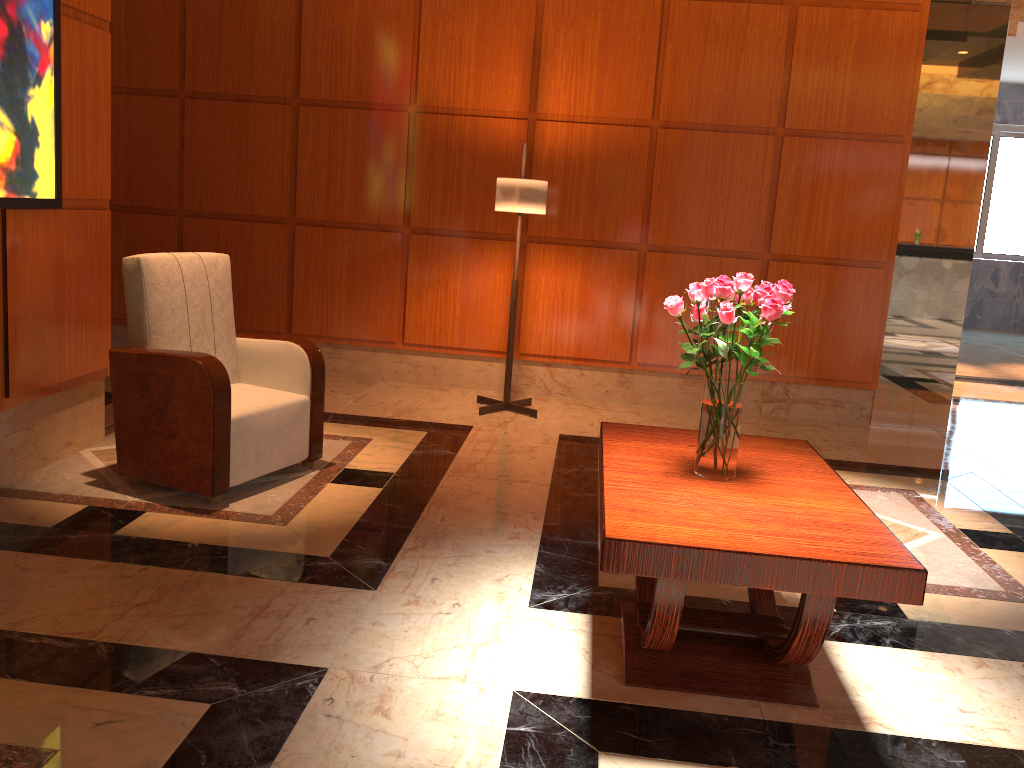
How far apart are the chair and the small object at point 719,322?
1.9 meters

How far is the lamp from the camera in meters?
5.0 m

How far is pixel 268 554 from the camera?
3.15m

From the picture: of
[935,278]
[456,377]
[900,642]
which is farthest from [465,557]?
[935,278]

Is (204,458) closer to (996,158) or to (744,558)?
(744,558)

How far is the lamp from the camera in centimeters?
502cm

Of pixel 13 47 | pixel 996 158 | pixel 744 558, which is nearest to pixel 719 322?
pixel 744 558

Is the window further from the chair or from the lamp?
the chair

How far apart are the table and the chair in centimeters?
152cm

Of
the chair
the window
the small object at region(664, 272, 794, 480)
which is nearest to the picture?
the chair
